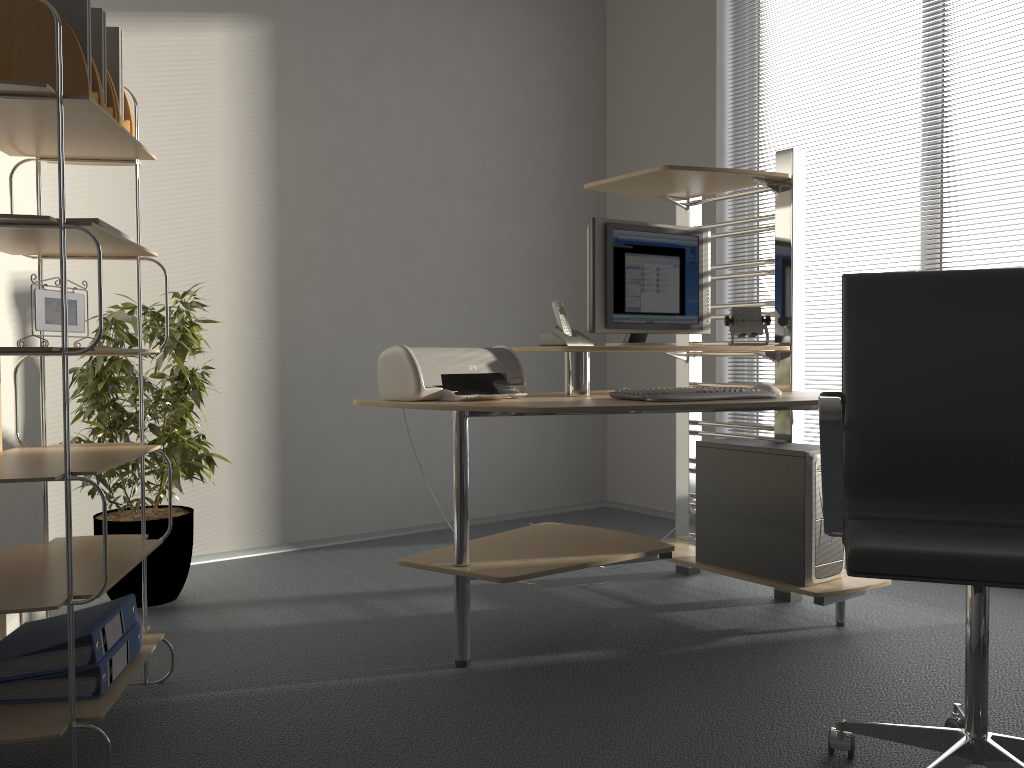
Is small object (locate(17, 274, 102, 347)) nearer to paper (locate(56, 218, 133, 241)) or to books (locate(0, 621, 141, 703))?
paper (locate(56, 218, 133, 241))

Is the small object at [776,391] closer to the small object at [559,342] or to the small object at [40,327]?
the small object at [559,342]

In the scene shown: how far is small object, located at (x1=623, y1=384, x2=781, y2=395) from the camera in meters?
2.7 m

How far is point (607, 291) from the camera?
2.90m

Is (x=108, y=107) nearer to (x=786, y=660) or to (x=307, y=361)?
(x=307, y=361)

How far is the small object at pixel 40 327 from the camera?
1.9 meters

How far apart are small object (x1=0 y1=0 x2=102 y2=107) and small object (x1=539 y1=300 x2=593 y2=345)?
1.41m

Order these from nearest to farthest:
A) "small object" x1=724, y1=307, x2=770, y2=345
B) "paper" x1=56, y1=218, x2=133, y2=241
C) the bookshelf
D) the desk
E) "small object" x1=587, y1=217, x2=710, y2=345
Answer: the bookshelf
"paper" x1=56, y1=218, x2=133, y2=241
the desk
"small object" x1=587, y1=217, x2=710, y2=345
"small object" x1=724, y1=307, x2=770, y2=345

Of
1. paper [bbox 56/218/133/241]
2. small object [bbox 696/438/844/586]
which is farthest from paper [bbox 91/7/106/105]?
small object [bbox 696/438/844/586]

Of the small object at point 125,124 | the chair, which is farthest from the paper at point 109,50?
the chair
